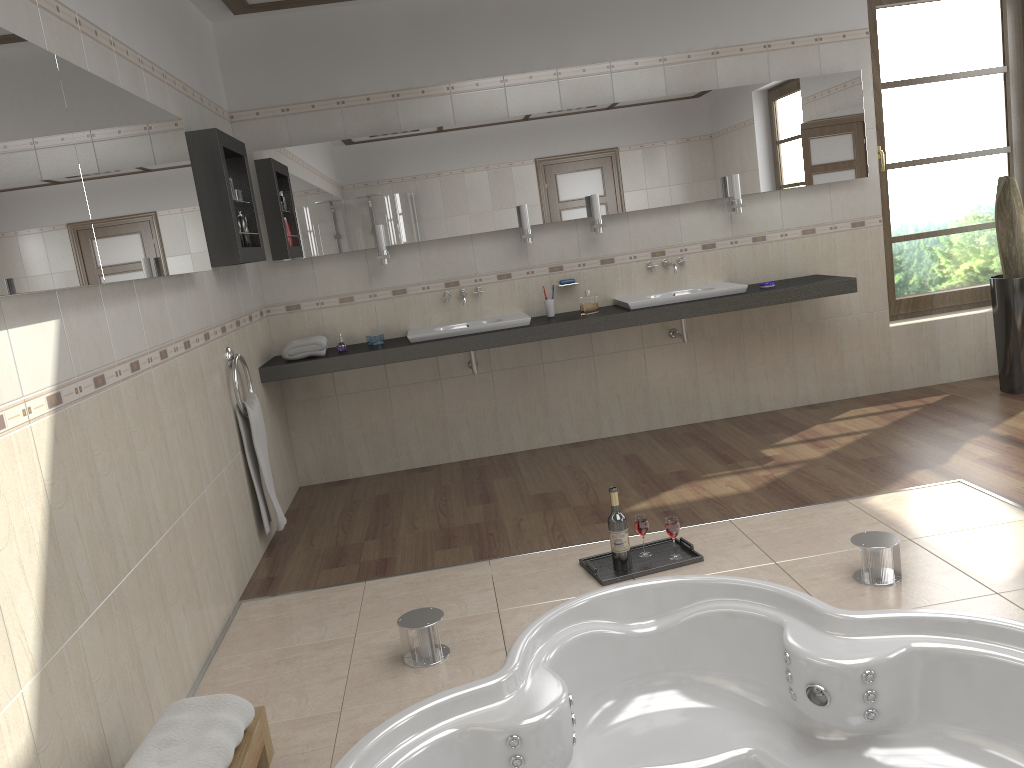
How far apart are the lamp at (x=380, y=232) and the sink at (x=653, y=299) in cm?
132

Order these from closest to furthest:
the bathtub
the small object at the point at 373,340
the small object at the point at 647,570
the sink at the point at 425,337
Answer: the bathtub
the small object at the point at 647,570
the sink at the point at 425,337
the small object at the point at 373,340

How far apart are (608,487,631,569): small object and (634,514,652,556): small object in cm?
11

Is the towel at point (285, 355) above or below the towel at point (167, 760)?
above

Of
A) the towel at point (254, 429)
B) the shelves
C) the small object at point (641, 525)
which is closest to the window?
the small object at point (641, 525)

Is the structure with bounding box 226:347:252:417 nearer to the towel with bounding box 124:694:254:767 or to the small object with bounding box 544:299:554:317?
the small object with bounding box 544:299:554:317

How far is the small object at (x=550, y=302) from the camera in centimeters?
497cm

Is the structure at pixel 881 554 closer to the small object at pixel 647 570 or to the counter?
the small object at pixel 647 570

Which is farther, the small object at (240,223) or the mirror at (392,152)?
the mirror at (392,152)

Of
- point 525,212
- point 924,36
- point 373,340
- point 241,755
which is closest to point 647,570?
point 241,755
